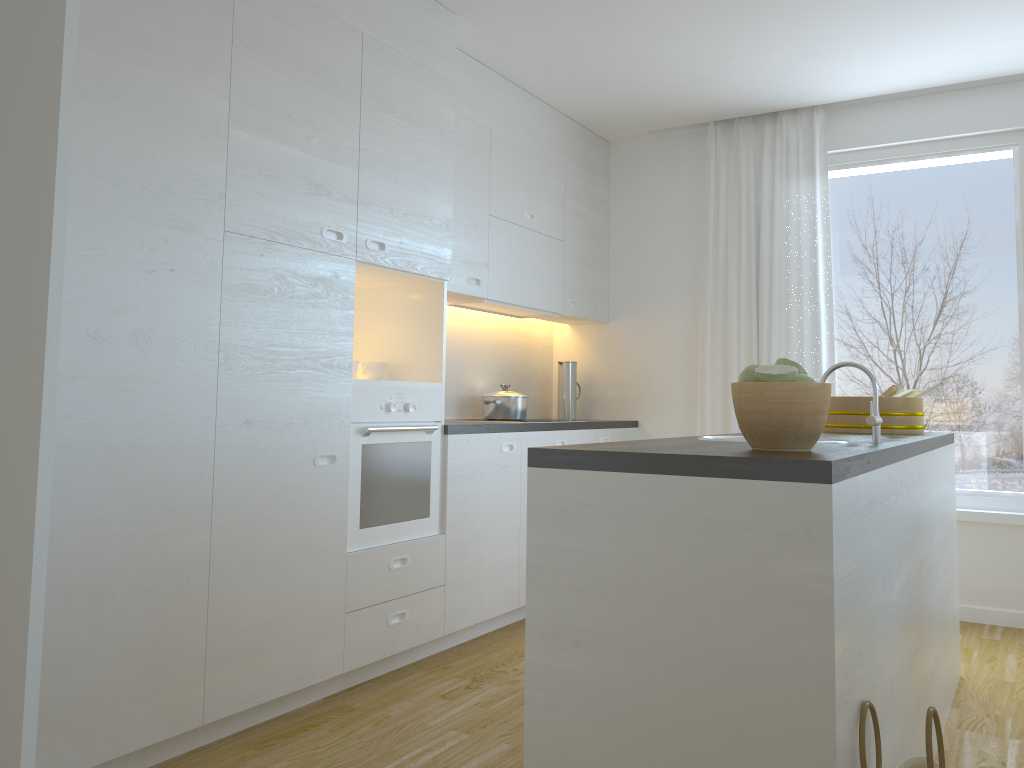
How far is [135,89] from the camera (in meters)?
2.40

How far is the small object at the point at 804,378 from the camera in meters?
1.8

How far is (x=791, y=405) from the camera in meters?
1.8

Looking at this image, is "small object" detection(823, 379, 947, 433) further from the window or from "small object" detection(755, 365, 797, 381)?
"small object" detection(755, 365, 797, 381)

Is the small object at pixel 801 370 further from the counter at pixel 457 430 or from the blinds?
the blinds

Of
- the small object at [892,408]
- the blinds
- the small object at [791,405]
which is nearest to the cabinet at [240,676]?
the blinds

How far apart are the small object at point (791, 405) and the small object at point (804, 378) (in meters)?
0.04

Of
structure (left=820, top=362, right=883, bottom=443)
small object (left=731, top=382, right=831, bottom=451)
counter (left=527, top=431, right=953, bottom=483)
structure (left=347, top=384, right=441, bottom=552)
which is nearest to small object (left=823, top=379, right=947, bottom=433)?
counter (left=527, top=431, right=953, bottom=483)

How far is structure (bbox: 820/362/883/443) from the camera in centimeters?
225cm

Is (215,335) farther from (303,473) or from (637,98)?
(637,98)
